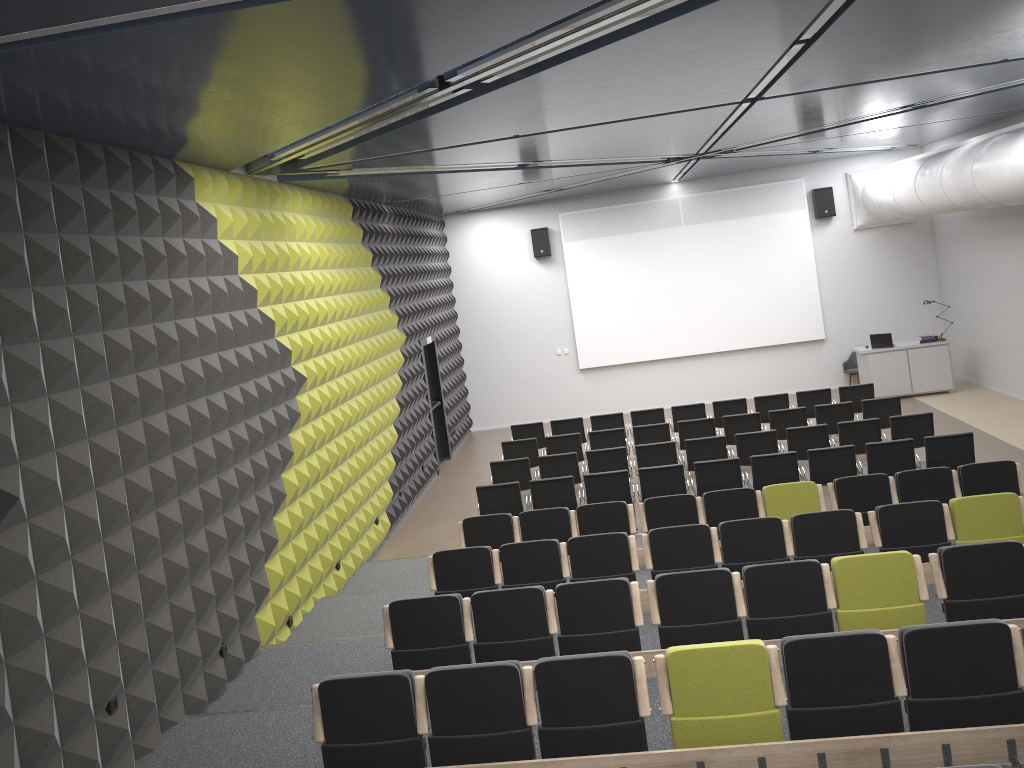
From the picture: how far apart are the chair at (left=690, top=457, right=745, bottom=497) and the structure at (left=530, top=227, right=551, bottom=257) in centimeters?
885cm

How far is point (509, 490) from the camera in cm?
1111

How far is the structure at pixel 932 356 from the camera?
16.80m

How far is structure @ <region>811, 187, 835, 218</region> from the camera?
18.2 meters

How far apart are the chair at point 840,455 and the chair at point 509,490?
3.5 meters

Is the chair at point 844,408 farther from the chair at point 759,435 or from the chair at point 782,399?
the chair at point 759,435

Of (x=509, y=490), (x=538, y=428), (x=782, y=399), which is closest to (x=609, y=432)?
(x=538, y=428)

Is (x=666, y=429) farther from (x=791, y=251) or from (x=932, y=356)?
(x=791, y=251)

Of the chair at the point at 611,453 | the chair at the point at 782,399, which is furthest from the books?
the chair at the point at 611,453

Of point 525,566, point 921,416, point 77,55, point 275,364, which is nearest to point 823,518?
point 525,566
